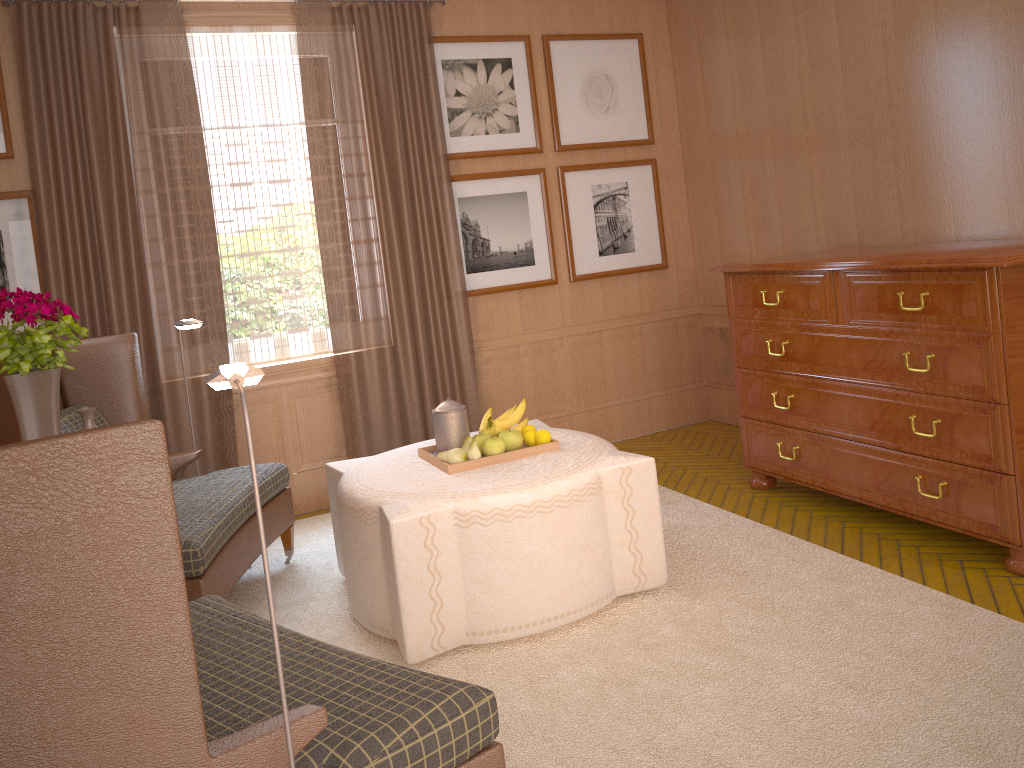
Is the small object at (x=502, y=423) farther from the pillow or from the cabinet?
the pillow

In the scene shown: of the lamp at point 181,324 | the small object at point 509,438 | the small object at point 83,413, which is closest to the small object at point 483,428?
the small object at point 509,438

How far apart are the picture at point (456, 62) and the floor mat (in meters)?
3.71

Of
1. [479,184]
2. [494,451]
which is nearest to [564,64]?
[479,184]

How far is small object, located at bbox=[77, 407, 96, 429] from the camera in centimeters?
461cm

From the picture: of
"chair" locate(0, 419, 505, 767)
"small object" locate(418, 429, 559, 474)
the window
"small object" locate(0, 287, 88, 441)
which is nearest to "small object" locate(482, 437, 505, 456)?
"small object" locate(418, 429, 559, 474)

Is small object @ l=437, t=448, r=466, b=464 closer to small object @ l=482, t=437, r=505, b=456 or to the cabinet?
small object @ l=482, t=437, r=505, b=456

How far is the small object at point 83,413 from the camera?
4.6 meters

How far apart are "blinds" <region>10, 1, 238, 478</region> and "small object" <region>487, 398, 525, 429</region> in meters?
3.0

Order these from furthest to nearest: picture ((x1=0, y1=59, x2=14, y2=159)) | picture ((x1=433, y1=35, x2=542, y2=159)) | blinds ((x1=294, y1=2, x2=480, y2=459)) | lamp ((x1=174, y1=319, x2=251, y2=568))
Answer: picture ((x1=433, y1=35, x2=542, y2=159)) → blinds ((x1=294, y1=2, x2=480, y2=459)) → picture ((x1=0, y1=59, x2=14, y2=159)) → lamp ((x1=174, y1=319, x2=251, y2=568))
